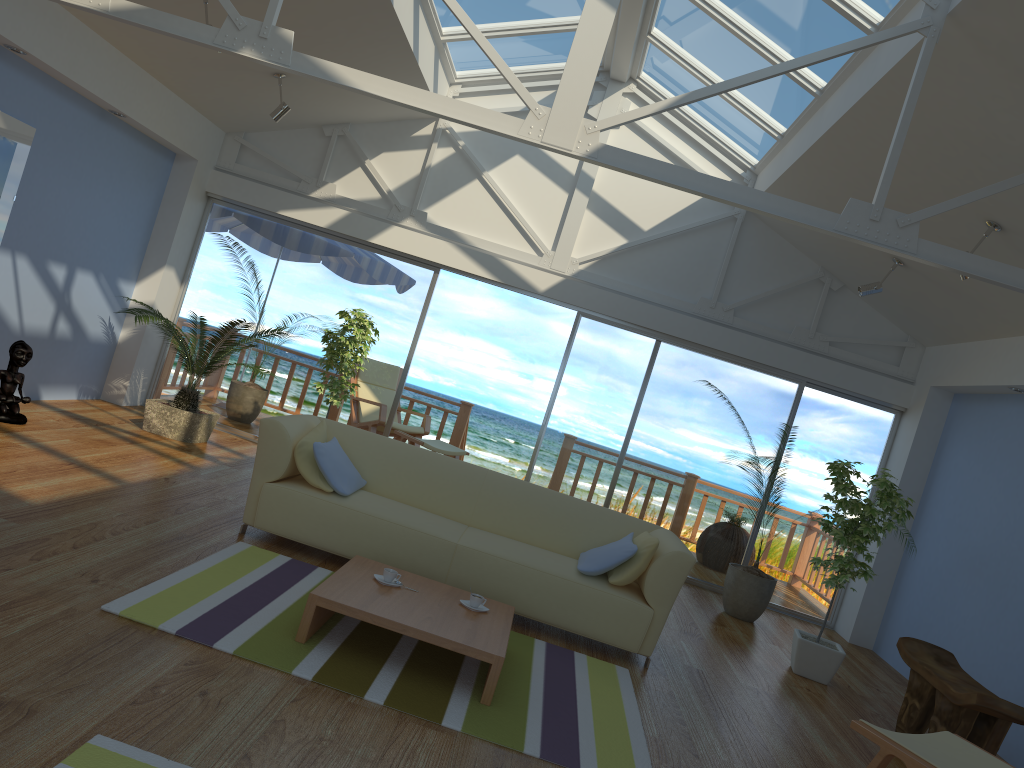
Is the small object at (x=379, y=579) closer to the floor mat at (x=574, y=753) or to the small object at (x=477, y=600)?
the floor mat at (x=574, y=753)

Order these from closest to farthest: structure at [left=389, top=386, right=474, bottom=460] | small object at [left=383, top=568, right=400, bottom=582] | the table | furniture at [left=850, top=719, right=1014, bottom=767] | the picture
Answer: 1. furniture at [left=850, top=719, right=1014, bottom=767]
2. the table
3. small object at [left=383, top=568, right=400, bottom=582]
4. the picture
5. structure at [left=389, top=386, right=474, bottom=460]

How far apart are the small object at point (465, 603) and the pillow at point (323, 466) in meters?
1.1 m

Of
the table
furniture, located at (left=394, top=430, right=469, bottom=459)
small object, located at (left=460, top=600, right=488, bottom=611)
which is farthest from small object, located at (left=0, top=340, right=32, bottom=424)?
small object, located at (left=460, top=600, right=488, bottom=611)

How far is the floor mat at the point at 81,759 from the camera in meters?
2.2

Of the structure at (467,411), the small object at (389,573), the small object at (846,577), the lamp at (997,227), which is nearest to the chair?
the structure at (467,411)

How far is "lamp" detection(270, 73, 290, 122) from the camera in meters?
Answer: 6.6

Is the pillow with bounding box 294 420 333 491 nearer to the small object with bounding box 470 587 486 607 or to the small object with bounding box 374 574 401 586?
the small object with bounding box 374 574 401 586

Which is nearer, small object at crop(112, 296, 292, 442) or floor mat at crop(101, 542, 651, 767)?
floor mat at crop(101, 542, 651, 767)

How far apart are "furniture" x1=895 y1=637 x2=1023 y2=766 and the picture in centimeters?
607cm
